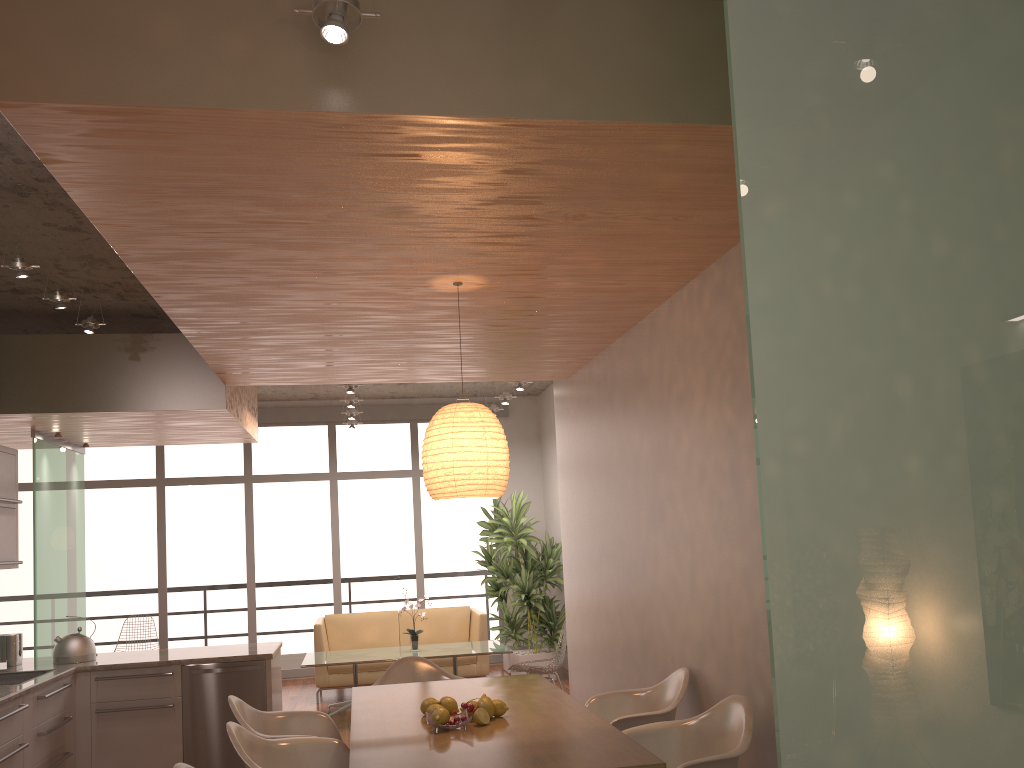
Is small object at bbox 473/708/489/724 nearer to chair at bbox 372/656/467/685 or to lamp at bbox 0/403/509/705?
lamp at bbox 0/403/509/705

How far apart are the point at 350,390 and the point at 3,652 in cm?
329

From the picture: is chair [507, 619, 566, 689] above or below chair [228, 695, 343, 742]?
below

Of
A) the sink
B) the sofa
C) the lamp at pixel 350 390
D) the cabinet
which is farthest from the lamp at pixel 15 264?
the sofa

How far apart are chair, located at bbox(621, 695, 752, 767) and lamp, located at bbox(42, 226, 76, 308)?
3.7 meters

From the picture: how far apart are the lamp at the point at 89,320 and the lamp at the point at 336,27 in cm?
357

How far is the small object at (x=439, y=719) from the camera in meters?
3.4 m

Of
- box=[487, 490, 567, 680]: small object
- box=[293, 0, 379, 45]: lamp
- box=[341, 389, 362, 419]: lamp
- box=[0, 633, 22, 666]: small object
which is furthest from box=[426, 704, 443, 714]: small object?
box=[341, 389, 362, 419]: lamp

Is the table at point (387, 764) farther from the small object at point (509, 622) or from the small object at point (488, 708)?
the small object at point (509, 622)

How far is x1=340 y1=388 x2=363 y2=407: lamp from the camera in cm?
859
